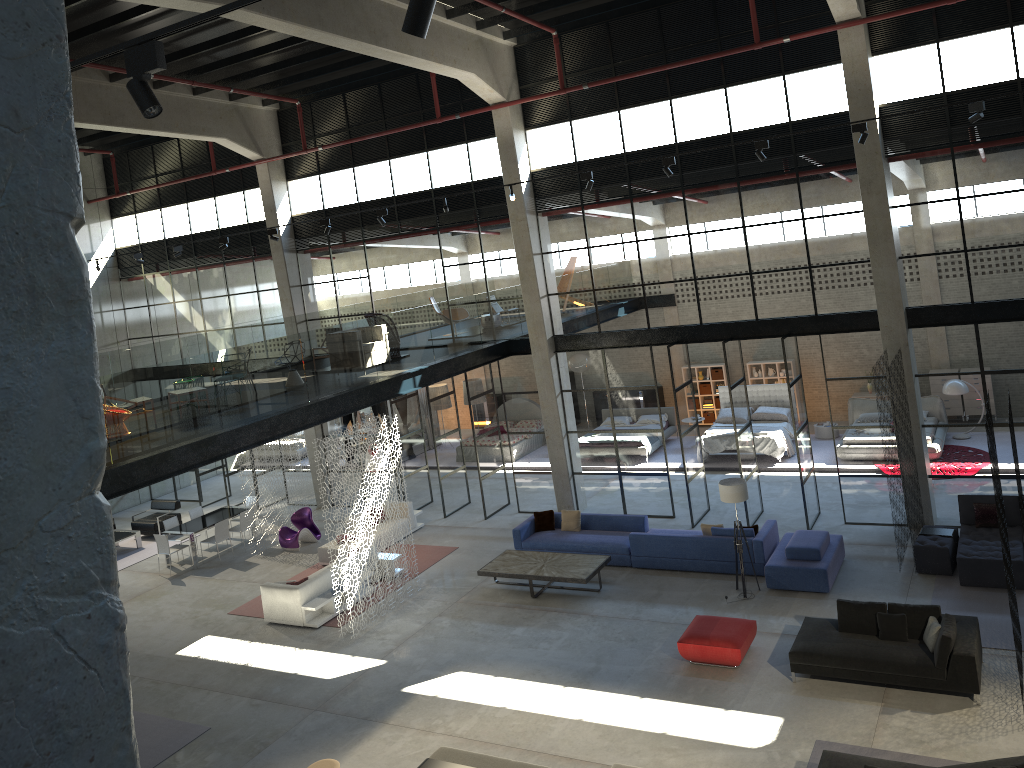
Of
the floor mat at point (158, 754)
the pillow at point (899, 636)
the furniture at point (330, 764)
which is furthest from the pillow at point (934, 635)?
the floor mat at point (158, 754)

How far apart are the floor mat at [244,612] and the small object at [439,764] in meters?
5.6 m

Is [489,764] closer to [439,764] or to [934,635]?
[439,764]

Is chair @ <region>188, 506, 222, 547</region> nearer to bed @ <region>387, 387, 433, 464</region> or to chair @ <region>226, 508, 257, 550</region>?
chair @ <region>226, 508, 257, 550</region>

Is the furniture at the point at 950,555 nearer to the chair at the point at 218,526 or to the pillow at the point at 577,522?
the pillow at the point at 577,522

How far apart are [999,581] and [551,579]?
6.8m

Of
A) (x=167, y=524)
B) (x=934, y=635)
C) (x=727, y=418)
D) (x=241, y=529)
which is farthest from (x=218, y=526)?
(x=934, y=635)

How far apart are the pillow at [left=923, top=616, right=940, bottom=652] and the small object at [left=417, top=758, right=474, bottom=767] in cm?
605

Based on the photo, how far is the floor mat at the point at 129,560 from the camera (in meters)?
20.43

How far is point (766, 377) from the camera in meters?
24.2
